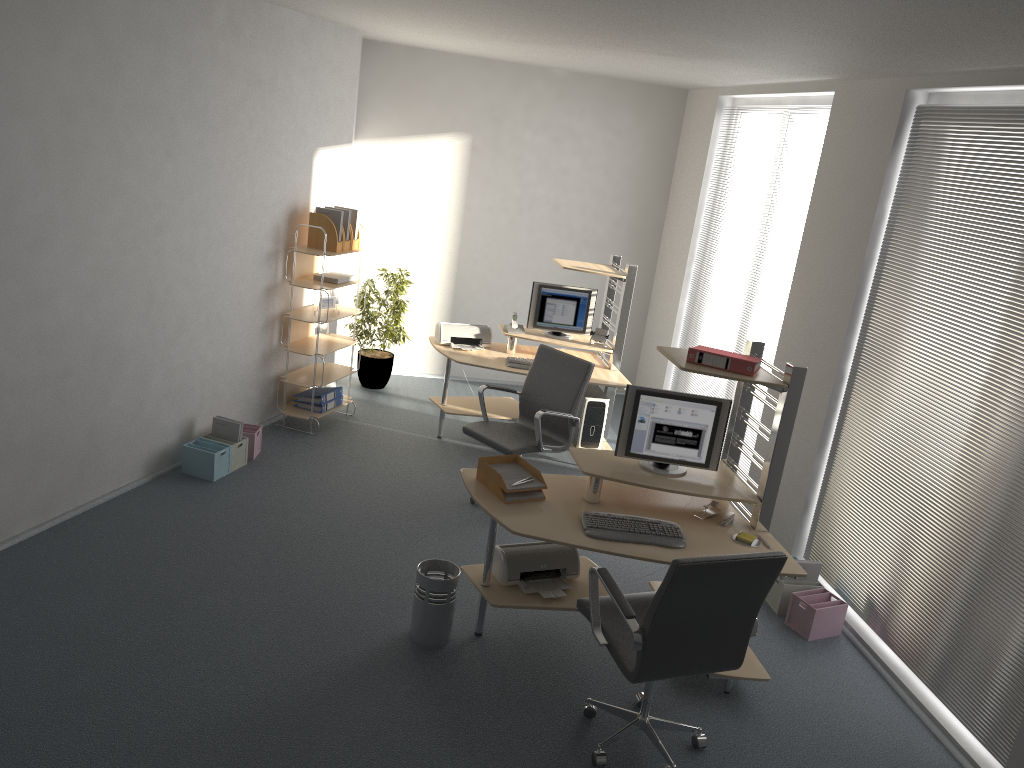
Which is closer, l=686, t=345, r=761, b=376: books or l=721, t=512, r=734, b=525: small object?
l=686, t=345, r=761, b=376: books

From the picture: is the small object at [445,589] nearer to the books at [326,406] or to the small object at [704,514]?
the small object at [704,514]

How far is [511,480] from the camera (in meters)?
4.30

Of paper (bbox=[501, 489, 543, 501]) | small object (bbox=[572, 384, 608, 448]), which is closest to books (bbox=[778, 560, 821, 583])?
paper (bbox=[501, 489, 543, 501])

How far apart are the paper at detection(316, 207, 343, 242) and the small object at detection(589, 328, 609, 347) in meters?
2.1 m

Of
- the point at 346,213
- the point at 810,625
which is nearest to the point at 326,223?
the point at 346,213

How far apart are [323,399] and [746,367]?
3.7m

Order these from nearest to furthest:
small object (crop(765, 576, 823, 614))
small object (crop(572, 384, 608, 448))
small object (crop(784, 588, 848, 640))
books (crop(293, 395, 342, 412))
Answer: small object (crop(784, 588, 848, 640)) → small object (crop(765, 576, 823, 614)) → small object (crop(572, 384, 608, 448)) → books (crop(293, 395, 342, 412))

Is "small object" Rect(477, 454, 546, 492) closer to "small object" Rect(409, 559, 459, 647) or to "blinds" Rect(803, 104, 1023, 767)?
"small object" Rect(409, 559, 459, 647)

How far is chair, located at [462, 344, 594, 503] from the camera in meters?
5.6
